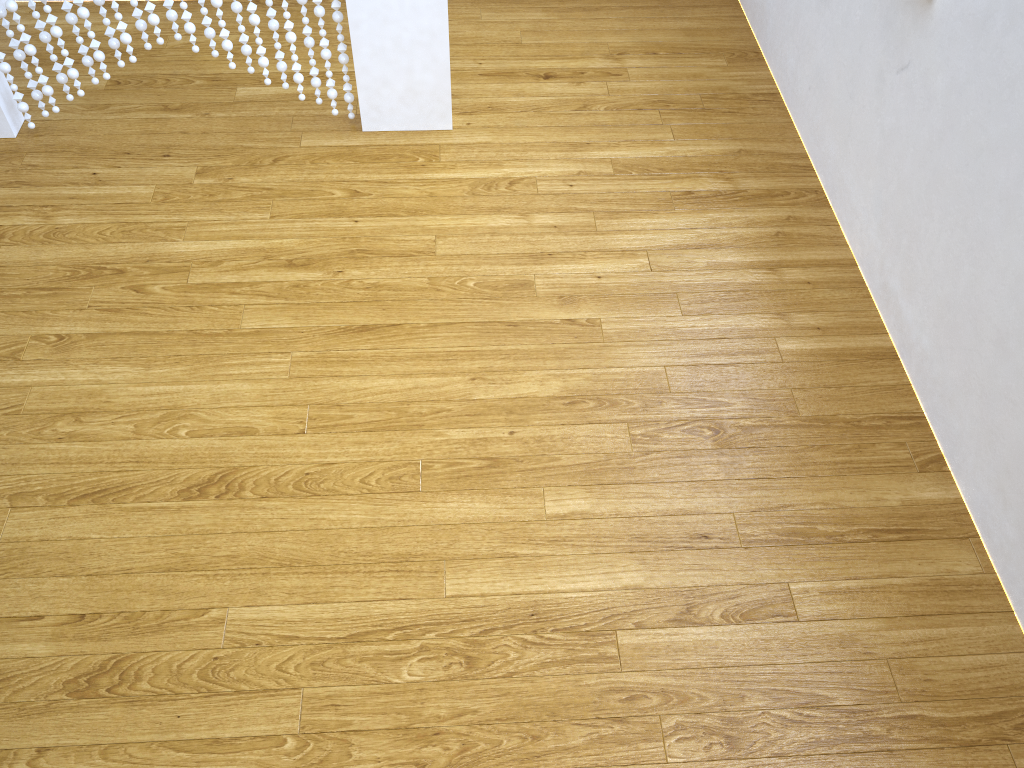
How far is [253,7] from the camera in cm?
229

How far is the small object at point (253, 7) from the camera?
2.3m

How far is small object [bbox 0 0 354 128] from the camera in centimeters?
229cm
